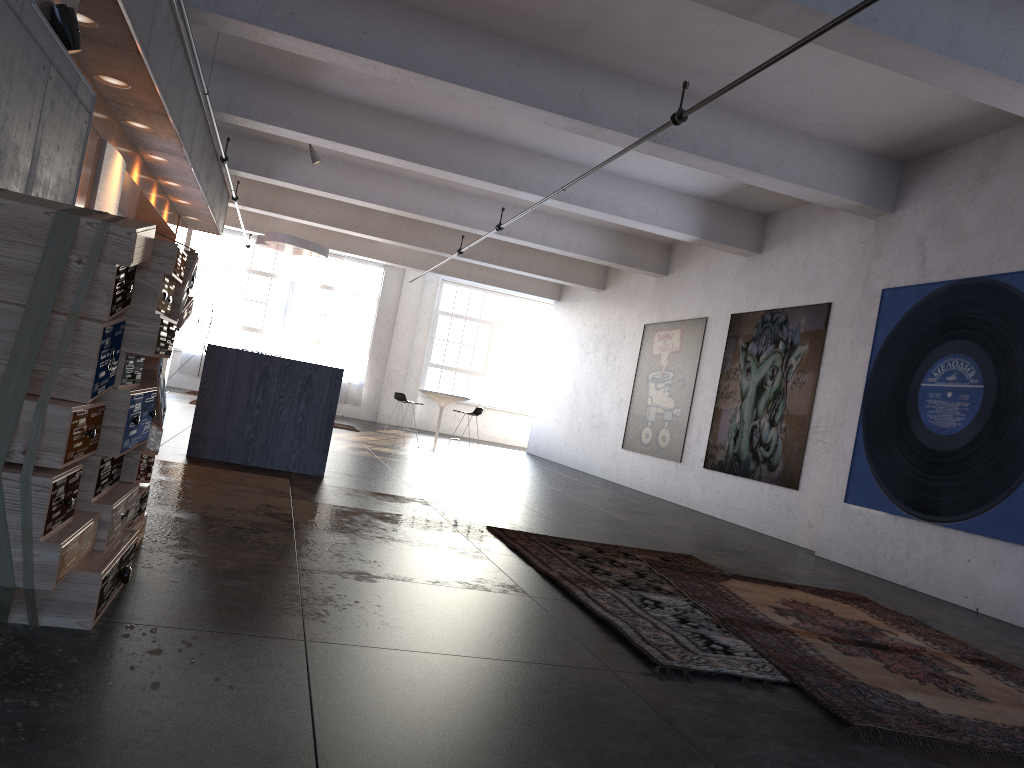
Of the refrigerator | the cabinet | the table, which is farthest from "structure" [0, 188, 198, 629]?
the table

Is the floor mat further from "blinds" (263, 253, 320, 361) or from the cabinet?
"blinds" (263, 253, 320, 361)

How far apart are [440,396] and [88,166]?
7.8 meters

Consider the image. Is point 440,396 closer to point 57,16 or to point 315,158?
point 315,158

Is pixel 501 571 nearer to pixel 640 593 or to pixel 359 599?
pixel 640 593

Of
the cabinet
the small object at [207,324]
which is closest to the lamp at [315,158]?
the cabinet

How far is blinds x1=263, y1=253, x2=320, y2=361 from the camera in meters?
20.9

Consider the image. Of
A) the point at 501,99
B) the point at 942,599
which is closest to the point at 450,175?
the point at 501,99

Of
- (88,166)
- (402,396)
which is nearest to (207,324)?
(402,396)

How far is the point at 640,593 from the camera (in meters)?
4.75
